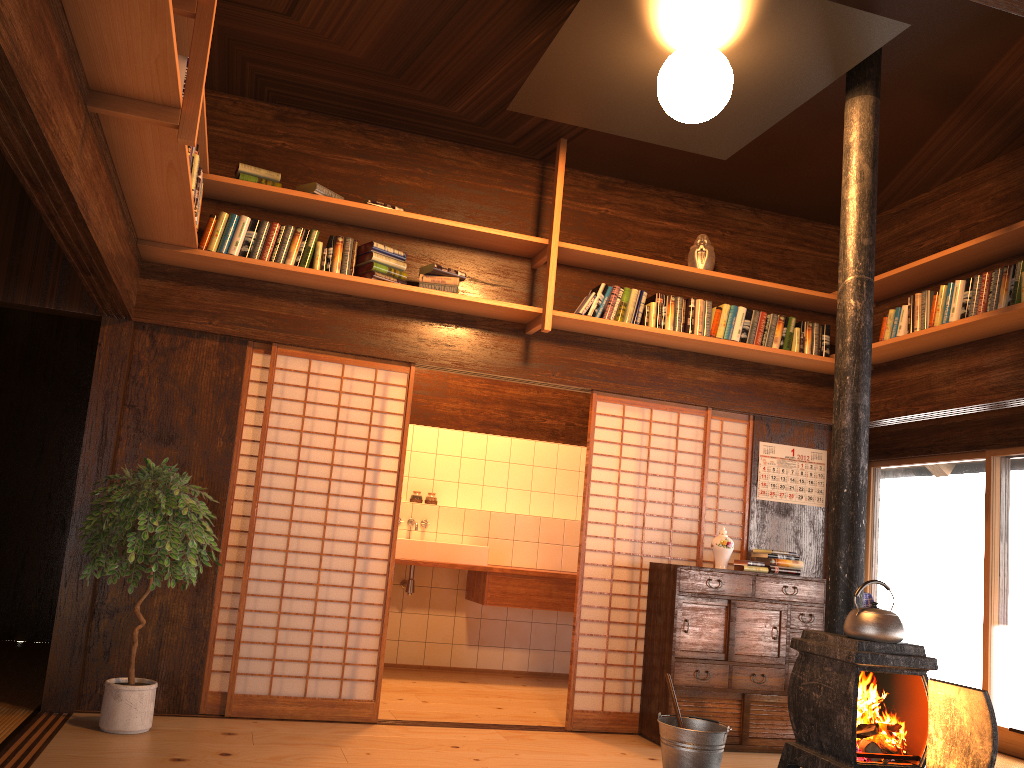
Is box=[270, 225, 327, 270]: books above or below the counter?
above

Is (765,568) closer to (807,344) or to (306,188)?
(807,344)

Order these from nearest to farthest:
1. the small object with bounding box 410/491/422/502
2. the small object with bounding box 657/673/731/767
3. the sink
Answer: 1. the small object with bounding box 657/673/731/767
2. the sink
3. the small object with bounding box 410/491/422/502

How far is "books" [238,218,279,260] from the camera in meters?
4.7 m

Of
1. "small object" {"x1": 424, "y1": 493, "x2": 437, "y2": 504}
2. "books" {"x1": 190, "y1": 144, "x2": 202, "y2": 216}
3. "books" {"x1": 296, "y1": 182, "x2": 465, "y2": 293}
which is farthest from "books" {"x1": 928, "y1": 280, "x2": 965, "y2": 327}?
"small object" {"x1": 424, "y1": 493, "x2": 437, "y2": 504}

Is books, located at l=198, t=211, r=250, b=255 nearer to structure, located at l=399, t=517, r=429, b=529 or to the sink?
the sink

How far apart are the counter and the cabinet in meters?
1.5

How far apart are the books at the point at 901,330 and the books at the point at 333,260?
3.1m

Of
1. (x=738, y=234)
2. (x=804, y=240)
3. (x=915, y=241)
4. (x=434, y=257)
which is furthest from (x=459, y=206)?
(x=915, y=241)

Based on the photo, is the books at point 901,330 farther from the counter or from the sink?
the sink
